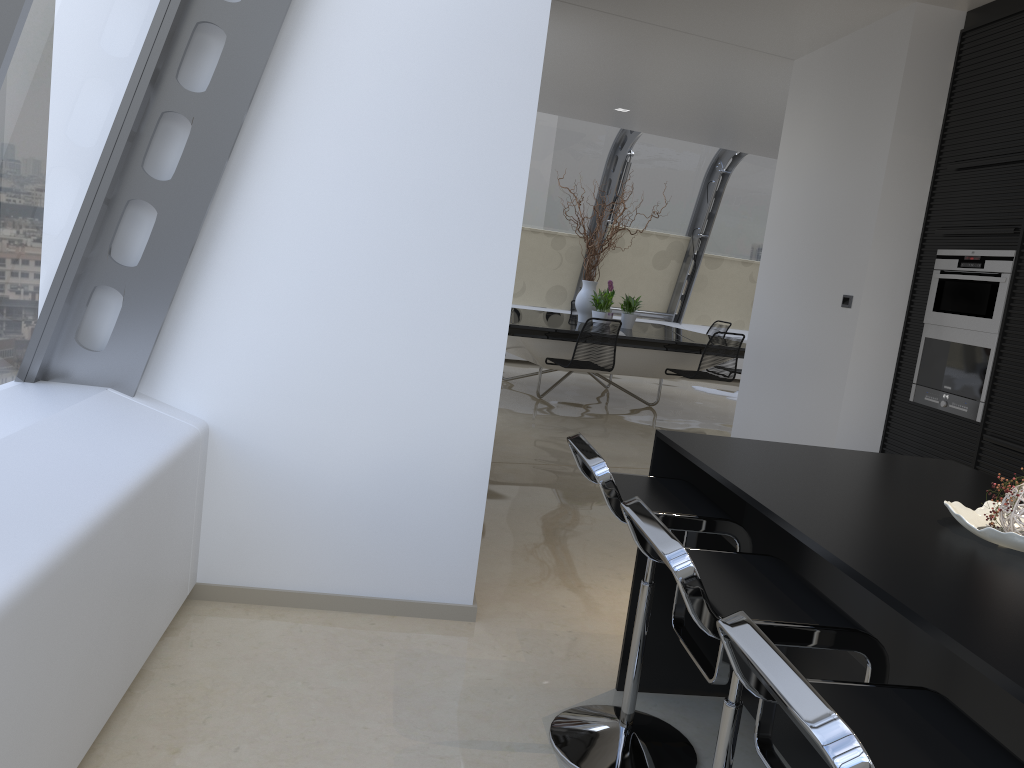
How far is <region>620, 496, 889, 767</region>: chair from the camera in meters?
1.6 m

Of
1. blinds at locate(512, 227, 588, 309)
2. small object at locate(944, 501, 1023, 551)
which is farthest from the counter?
blinds at locate(512, 227, 588, 309)

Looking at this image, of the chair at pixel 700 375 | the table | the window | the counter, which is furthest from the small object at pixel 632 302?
the counter

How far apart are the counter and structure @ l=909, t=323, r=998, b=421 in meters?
1.6 m

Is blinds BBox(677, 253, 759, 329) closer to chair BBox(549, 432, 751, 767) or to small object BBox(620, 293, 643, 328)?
small object BBox(620, 293, 643, 328)

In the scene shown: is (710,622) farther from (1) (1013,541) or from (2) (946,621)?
(1) (1013,541)

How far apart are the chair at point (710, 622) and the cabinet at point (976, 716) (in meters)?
0.22

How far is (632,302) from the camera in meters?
9.1 m

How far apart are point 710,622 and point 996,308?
3.3m

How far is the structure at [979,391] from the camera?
4.2m
